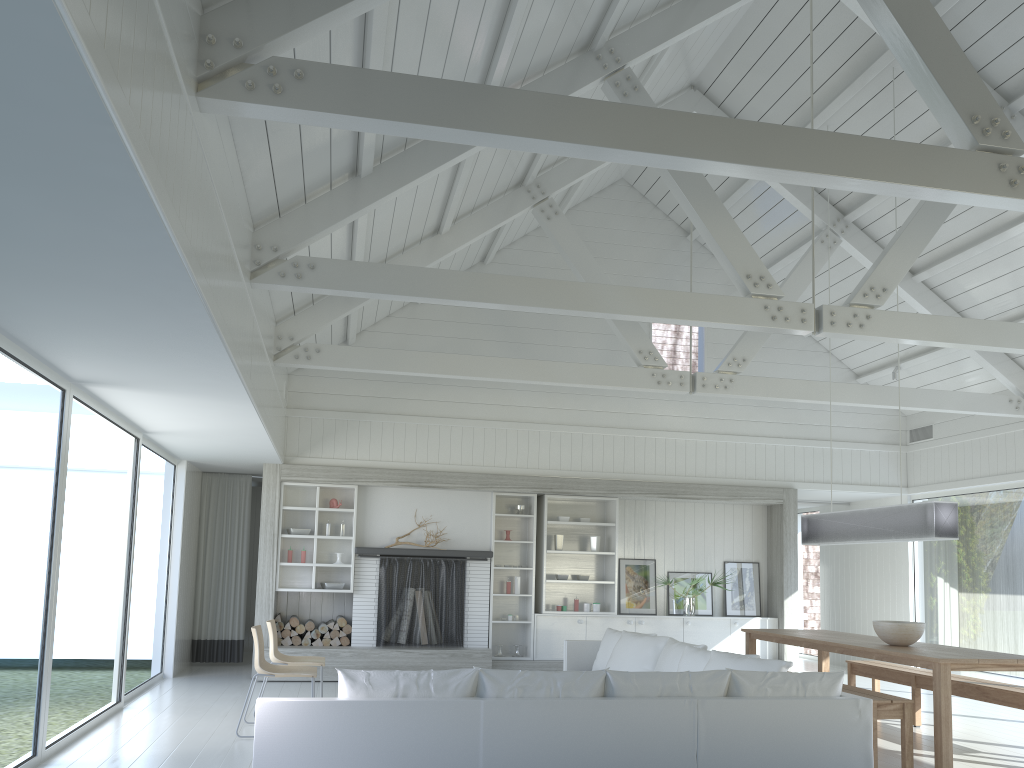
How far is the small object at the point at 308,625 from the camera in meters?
9.9

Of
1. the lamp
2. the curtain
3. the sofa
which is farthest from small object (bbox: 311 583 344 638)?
the lamp

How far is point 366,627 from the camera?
9.98m

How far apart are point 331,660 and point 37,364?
→ 5.4m

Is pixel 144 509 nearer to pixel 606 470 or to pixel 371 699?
pixel 606 470

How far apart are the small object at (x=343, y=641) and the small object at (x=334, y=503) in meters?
1.5

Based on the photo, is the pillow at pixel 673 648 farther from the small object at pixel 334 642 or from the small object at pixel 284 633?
the small object at pixel 284 633

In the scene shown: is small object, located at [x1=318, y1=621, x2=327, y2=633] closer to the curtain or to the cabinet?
the curtain

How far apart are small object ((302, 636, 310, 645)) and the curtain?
1.39m

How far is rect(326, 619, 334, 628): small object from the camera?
9.9m
